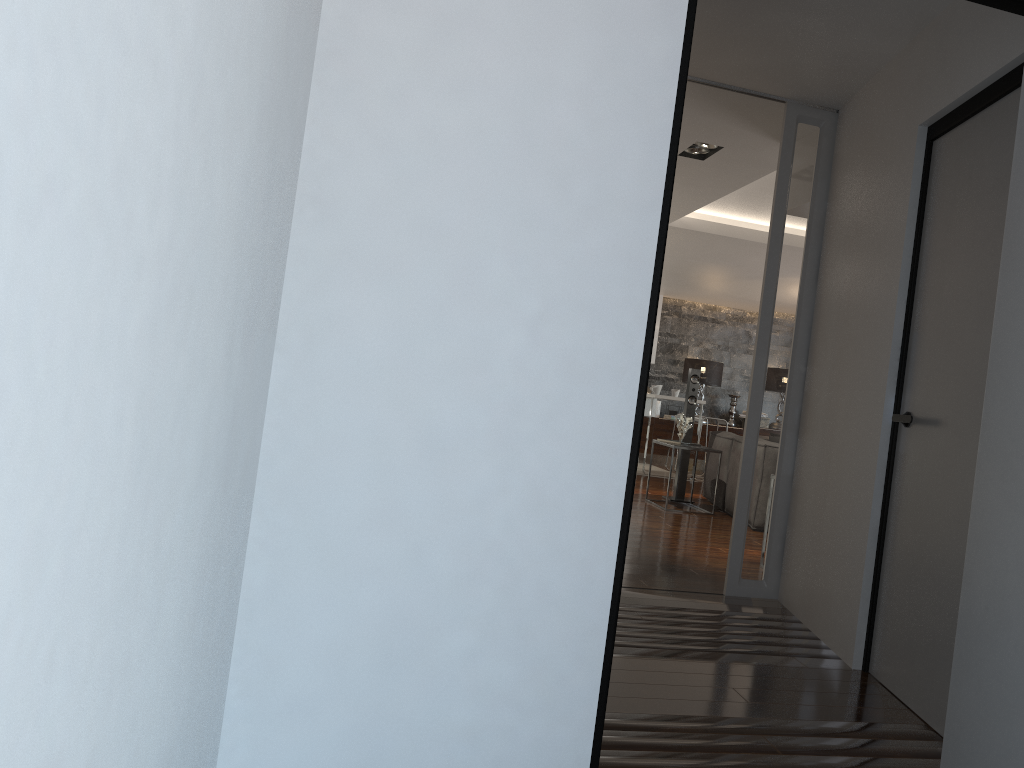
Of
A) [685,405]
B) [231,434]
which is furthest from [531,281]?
[685,405]

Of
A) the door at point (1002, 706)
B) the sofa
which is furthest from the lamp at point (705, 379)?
the door at point (1002, 706)

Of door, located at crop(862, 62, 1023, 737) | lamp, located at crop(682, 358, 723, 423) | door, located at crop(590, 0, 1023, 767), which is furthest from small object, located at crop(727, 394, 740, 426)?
door, located at crop(590, 0, 1023, 767)

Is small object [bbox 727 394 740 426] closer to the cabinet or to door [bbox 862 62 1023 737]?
the cabinet

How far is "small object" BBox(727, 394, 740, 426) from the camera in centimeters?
1314cm

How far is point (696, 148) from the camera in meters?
5.4

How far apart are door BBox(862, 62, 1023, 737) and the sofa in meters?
4.0 m

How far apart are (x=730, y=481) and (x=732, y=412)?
6.0 meters

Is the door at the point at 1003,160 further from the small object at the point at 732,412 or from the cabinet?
the small object at the point at 732,412

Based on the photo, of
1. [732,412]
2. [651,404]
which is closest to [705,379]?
[732,412]
